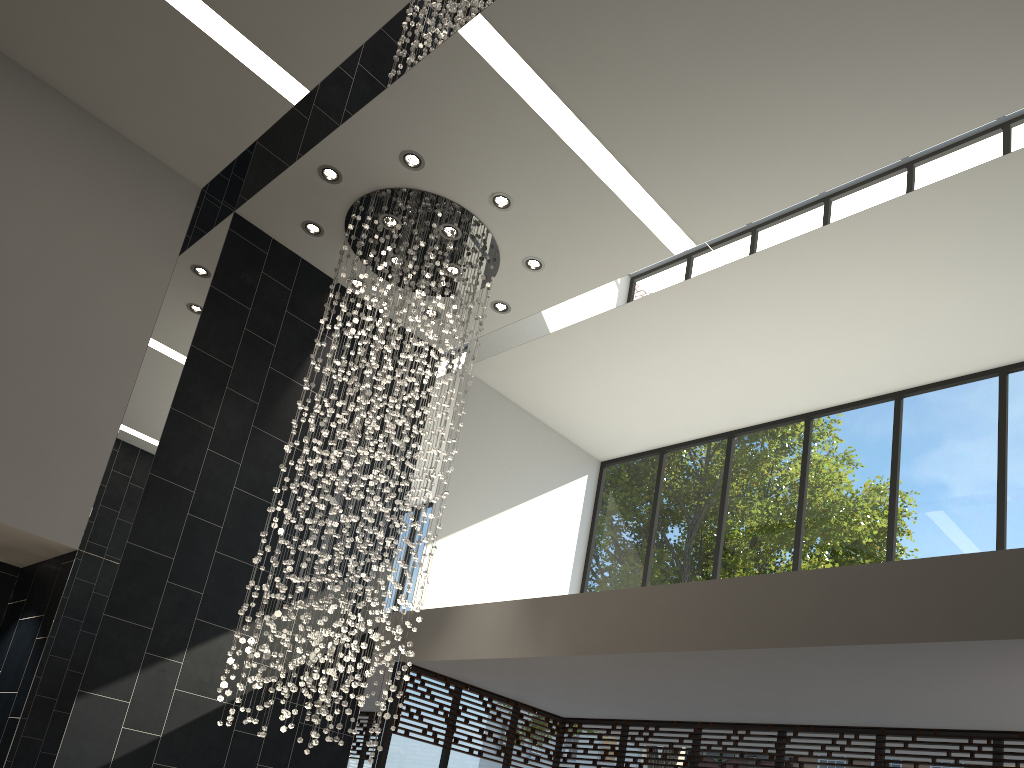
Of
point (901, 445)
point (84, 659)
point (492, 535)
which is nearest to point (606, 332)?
point (492, 535)

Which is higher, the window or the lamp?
the lamp

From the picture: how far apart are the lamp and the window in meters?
1.2 m

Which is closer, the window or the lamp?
the lamp

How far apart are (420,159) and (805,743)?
5.51m

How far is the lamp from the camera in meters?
6.8

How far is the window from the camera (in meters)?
6.98

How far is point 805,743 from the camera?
7.0 meters

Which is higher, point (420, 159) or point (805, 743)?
point (420, 159)

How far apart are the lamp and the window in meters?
1.2 m
